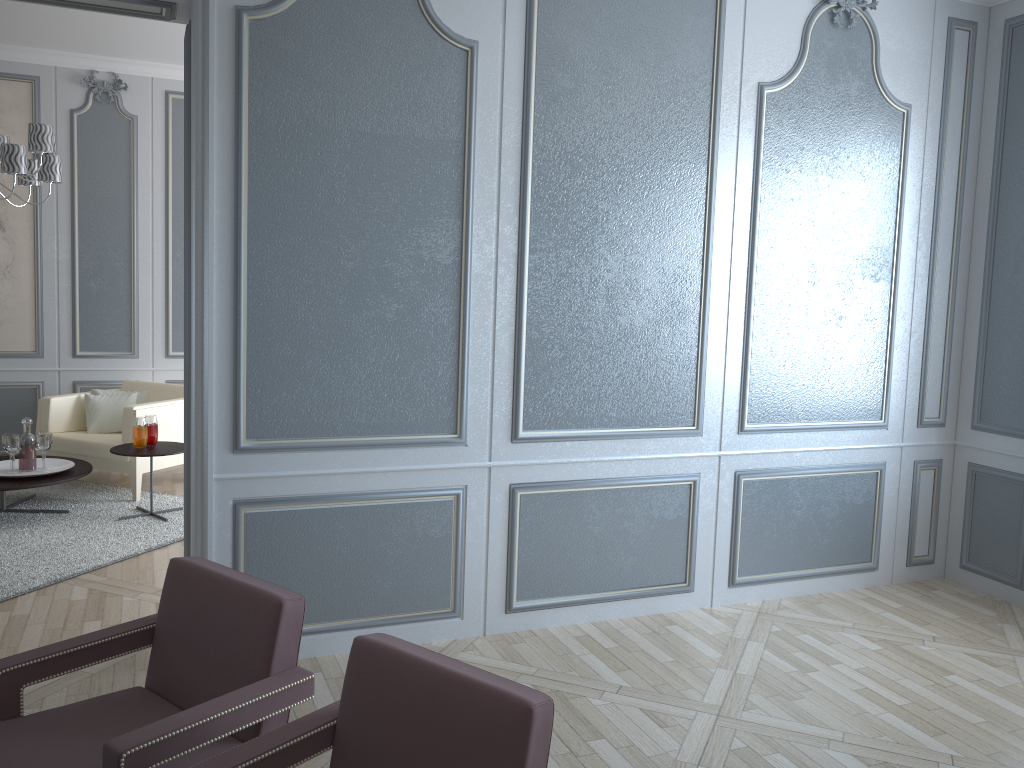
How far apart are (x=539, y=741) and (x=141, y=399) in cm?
491

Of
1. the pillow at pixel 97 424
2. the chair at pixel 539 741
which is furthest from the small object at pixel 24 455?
the chair at pixel 539 741

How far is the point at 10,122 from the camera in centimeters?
573cm

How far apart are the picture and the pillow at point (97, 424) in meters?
0.7

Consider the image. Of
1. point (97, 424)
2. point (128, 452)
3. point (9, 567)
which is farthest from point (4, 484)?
point (97, 424)

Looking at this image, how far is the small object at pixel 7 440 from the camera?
4.7 meters

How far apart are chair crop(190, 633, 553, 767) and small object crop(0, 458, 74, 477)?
3.7 meters

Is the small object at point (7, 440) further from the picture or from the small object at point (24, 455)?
the picture

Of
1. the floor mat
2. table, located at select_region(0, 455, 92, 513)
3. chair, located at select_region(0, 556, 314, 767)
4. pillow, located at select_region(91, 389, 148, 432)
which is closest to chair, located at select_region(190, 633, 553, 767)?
chair, located at select_region(0, 556, 314, 767)

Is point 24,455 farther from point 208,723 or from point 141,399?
point 208,723
